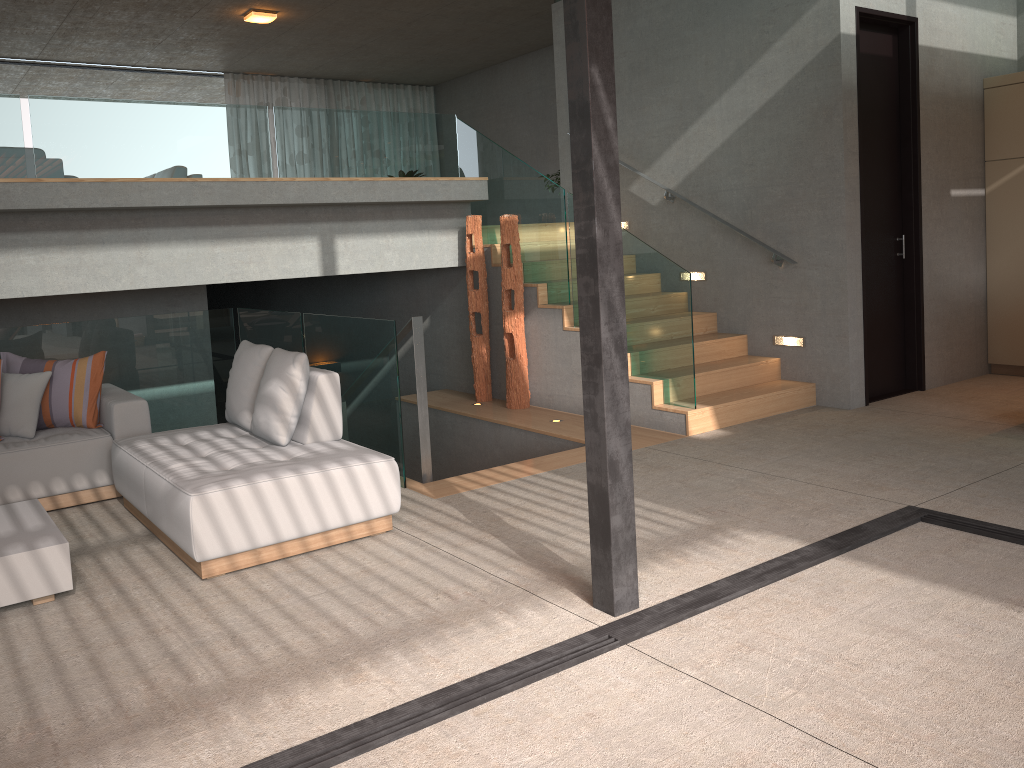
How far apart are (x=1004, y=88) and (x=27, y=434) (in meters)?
7.78

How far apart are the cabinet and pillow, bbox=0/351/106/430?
7.1m

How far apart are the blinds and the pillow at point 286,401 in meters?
10.1 m

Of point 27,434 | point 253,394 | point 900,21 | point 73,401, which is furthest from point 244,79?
point 253,394

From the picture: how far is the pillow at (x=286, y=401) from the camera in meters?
4.6 m

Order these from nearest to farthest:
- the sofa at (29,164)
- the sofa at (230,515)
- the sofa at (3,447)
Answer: the sofa at (230,515)
the sofa at (3,447)
the sofa at (29,164)

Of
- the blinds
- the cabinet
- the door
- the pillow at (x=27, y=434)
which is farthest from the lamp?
the cabinet

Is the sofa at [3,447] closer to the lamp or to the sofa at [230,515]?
the sofa at [230,515]

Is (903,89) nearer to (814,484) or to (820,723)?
(814,484)

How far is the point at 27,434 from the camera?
5.24m
